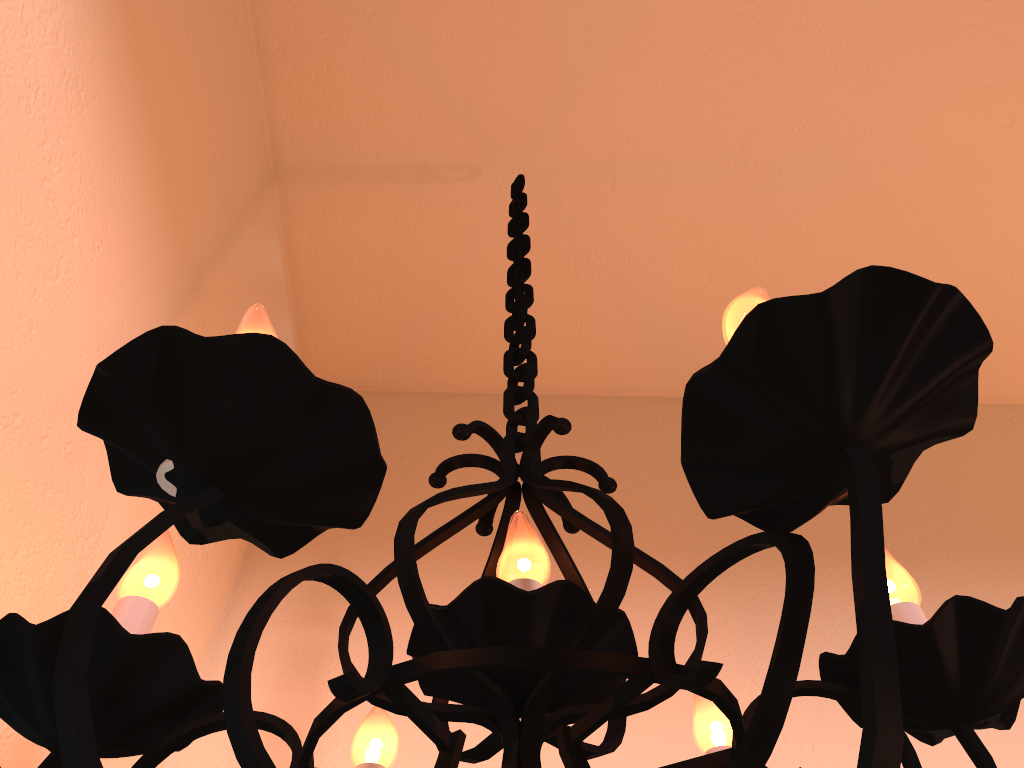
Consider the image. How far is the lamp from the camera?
0.3m

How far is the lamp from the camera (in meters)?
0.34

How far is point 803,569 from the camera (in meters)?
0.34

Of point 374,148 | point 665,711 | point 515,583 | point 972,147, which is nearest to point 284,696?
point 665,711
